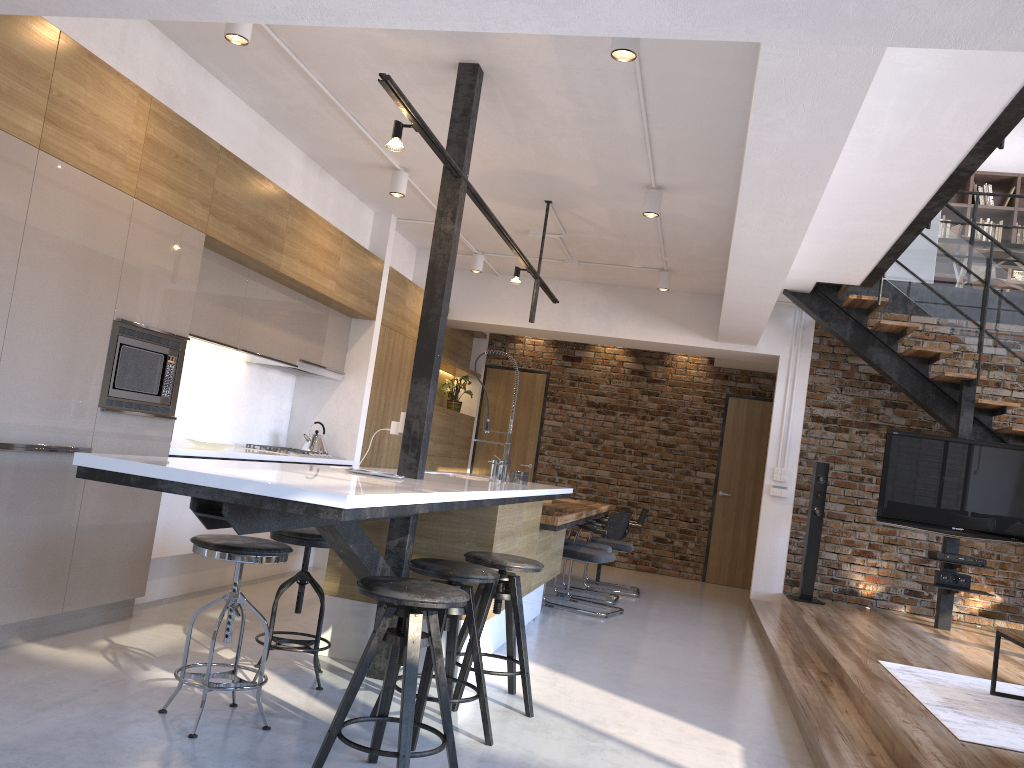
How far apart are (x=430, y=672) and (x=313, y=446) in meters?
3.8 m

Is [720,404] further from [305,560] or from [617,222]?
[305,560]

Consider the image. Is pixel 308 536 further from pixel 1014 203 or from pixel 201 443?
pixel 1014 203

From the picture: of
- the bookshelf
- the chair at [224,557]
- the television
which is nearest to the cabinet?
the chair at [224,557]

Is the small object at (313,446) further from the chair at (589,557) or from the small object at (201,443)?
the chair at (589,557)

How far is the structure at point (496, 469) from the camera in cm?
523

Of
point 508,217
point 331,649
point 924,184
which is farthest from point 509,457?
point 924,184

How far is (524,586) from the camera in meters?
5.0

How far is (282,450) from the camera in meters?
6.3 m

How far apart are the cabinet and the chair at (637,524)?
0.5 meters
